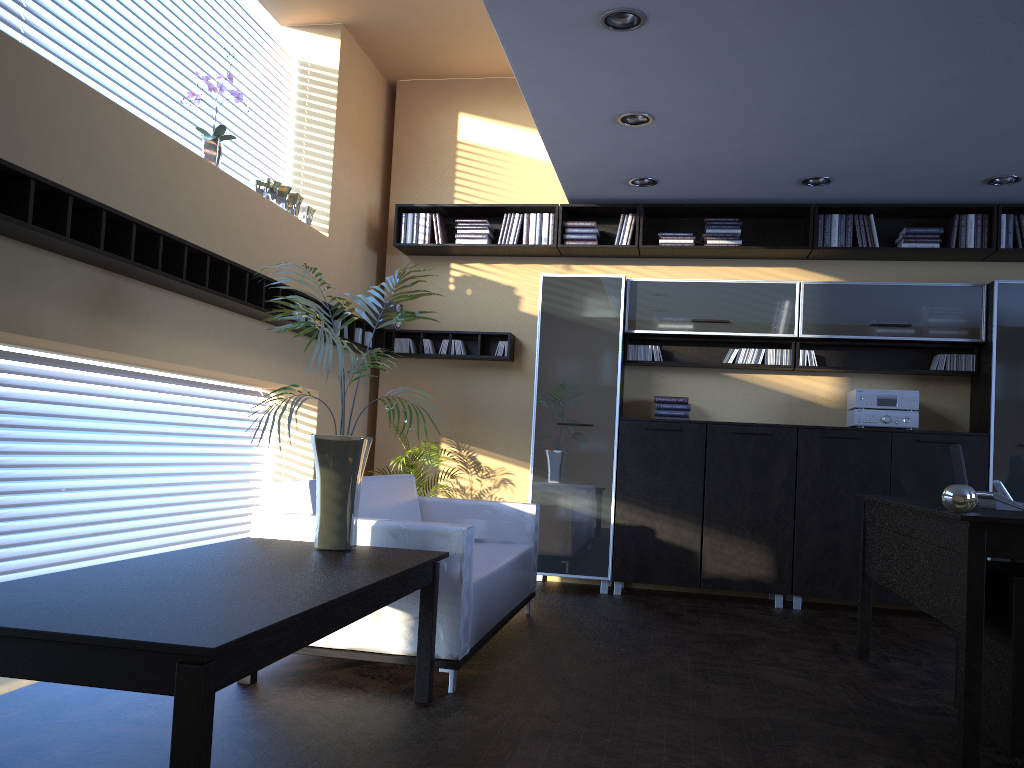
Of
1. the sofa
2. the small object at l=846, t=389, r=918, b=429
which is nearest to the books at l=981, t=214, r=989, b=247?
the small object at l=846, t=389, r=918, b=429

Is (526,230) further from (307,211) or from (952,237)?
(952,237)

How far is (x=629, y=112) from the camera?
5.2m

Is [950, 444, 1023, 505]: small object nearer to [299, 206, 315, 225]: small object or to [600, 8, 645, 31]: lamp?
[600, 8, 645, 31]: lamp

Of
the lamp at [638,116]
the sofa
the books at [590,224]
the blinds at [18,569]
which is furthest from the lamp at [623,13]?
the blinds at [18,569]

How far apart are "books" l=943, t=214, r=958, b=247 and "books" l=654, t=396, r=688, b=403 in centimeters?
222cm

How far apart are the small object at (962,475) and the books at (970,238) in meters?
2.7 m

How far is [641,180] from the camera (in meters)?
6.41

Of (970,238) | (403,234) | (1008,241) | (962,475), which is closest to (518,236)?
(403,234)

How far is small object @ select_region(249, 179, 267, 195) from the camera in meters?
5.6 m
